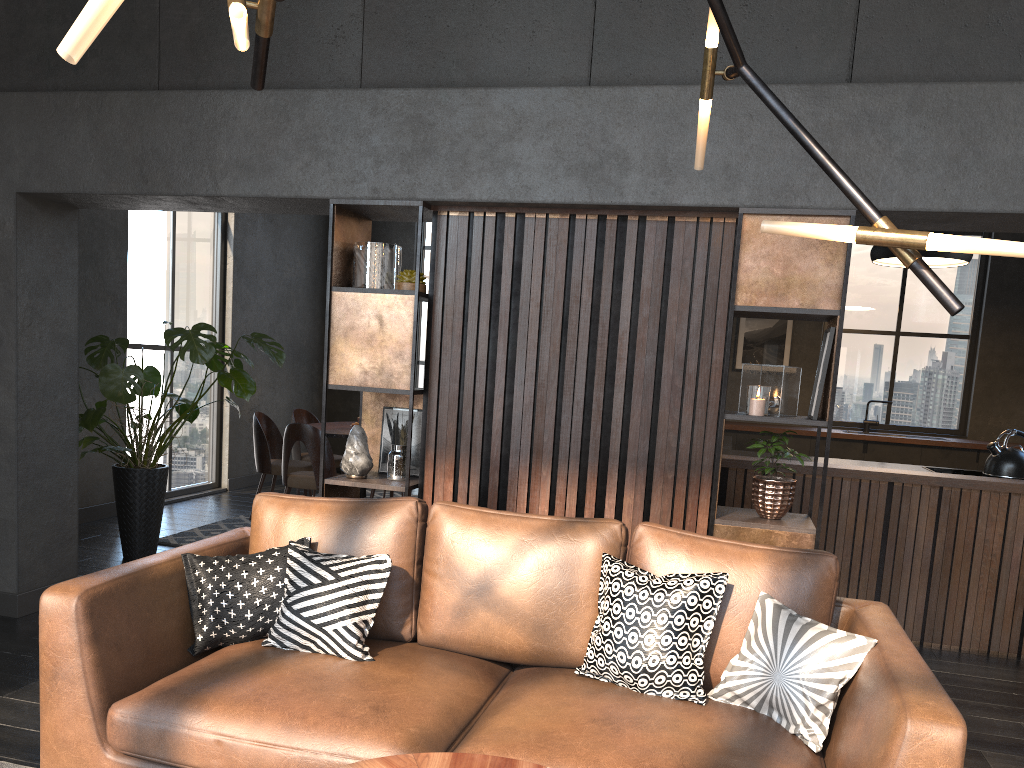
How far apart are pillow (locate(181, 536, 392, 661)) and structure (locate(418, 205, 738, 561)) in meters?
0.9

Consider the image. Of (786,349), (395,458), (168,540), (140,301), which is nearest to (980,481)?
(395,458)

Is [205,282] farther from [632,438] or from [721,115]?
[721,115]

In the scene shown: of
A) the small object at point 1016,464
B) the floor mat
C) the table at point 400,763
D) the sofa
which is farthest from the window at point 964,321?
the table at point 400,763

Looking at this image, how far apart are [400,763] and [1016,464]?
4.5 meters

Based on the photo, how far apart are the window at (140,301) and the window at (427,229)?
2.59m

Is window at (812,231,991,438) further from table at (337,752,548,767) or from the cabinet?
table at (337,752,548,767)

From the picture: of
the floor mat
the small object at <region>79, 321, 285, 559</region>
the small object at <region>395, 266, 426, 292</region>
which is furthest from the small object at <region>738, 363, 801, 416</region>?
the floor mat

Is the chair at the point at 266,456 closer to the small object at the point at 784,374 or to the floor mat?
the floor mat

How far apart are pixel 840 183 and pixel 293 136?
2.73m
